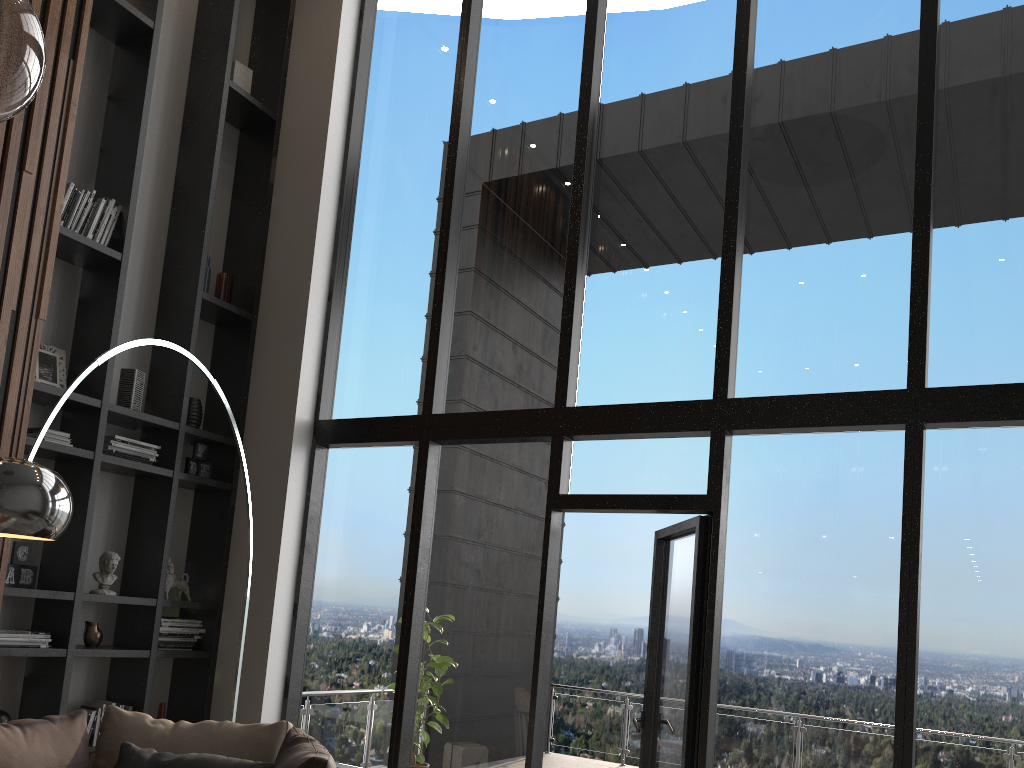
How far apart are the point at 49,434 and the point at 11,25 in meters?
3.6

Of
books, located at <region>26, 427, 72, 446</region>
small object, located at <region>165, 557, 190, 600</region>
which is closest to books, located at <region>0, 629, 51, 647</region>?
small object, located at <region>165, 557, 190, 600</region>

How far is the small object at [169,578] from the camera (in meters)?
5.13

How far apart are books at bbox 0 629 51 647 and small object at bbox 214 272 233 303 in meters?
2.2 m

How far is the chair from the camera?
3.0 meters

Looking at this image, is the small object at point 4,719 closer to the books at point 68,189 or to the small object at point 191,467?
the small object at point 191,467

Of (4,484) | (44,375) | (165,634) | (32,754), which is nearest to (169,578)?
(165,634)

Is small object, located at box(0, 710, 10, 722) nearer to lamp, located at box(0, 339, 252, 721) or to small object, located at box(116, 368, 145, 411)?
small object, located at box(116, 368, 145, 411)

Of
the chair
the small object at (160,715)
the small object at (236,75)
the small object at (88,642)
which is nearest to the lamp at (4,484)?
the chair

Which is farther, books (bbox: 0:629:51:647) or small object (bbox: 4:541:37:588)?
small object (bbox: 4:541:37:588)
